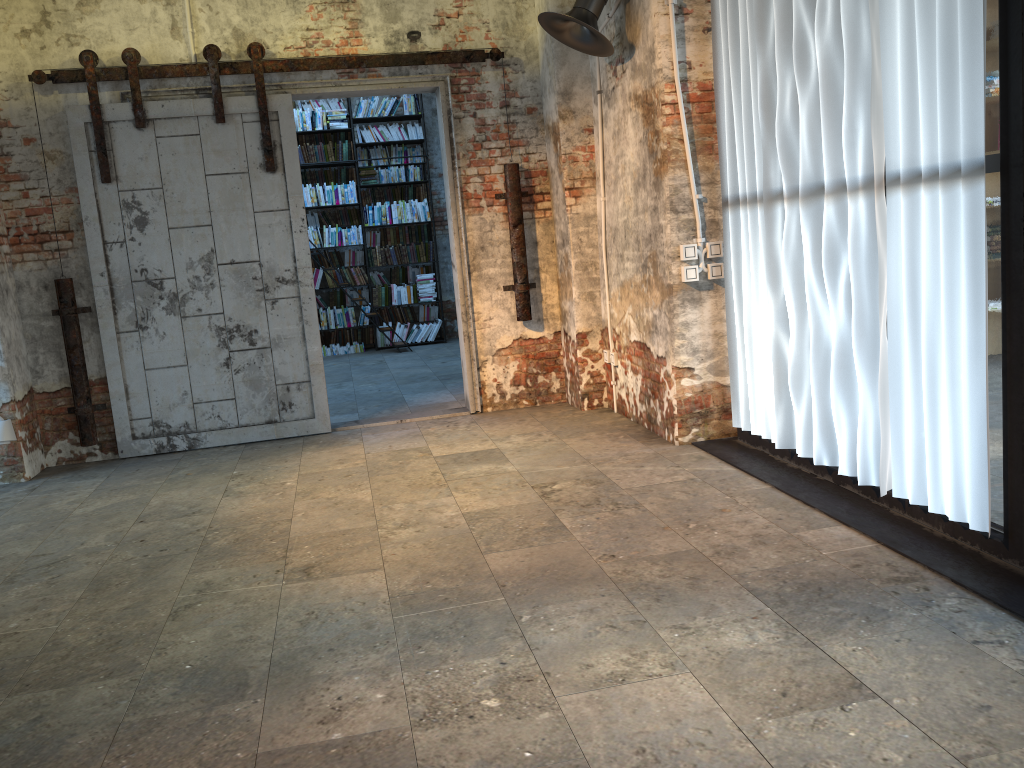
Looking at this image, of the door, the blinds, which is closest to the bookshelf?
the door

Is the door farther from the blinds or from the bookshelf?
the bookshelf

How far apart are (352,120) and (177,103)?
5.17m

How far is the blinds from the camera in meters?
3.0

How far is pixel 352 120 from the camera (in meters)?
10.82

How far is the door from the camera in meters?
5.8 m

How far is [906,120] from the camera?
3.2m

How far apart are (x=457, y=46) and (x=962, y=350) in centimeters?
432cm

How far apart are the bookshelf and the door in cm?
484

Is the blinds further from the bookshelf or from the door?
the bookshelf
